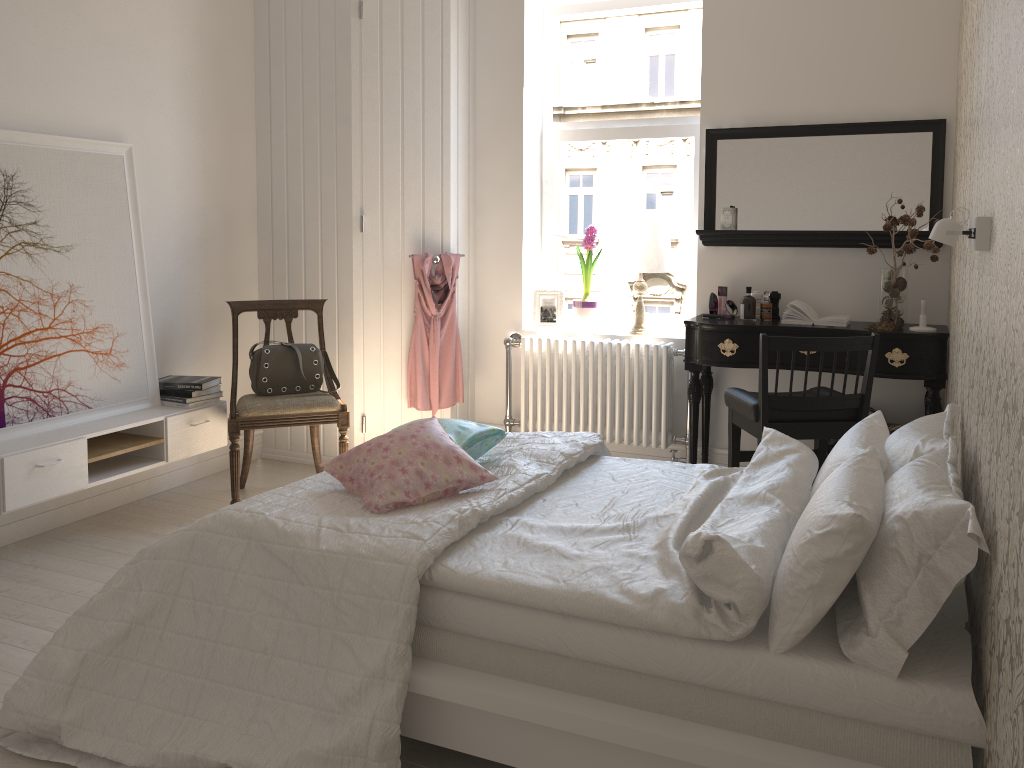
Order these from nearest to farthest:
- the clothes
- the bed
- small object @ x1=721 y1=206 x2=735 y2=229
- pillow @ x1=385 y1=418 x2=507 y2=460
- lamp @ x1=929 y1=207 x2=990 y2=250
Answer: the bed < lamp @ x1=929 y1=207 x2=990 y2=250 < pillow @ x1=385 y1=418 x2=507 y2=460 < small object @ x1=721 y1=206 x2=735 y2=229 < the clothes

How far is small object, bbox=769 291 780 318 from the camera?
4.1m

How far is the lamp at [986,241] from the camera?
1.8m

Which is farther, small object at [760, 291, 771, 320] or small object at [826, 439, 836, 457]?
small object at [760, 291, 771, 320]

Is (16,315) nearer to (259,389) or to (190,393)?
(190,393)

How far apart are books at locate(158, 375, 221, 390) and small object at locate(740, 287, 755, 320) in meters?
2.5

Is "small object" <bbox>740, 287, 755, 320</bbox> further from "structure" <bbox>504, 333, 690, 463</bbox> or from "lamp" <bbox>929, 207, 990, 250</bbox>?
"lamp" <bbox>929, 207, 990, 250</bbox>

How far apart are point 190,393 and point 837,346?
2.7 meters

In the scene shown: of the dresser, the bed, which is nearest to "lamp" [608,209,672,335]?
the dresser

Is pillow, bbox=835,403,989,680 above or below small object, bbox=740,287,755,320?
below
